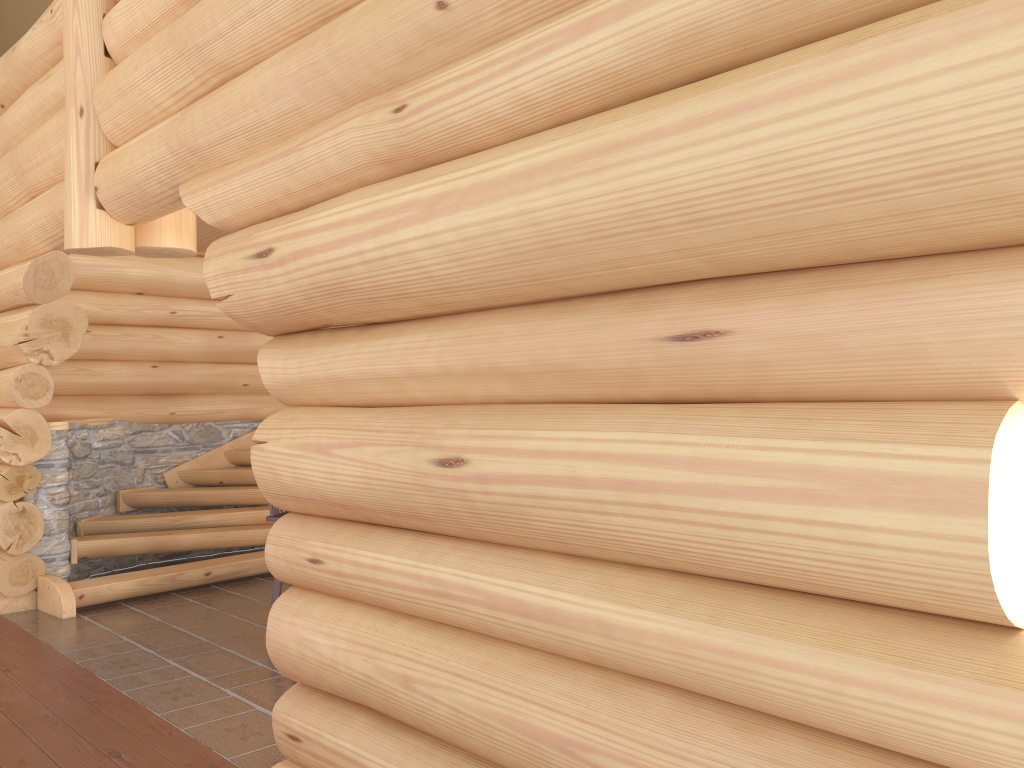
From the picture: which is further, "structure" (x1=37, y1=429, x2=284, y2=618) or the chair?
"structure" (x1=37, y1=429, x2=284, y2=618)

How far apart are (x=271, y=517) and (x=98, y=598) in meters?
2.1 m

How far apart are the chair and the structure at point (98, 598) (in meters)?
1.91

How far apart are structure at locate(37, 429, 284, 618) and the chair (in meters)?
1.91

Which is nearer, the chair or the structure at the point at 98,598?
the chair

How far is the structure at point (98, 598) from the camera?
7.11m

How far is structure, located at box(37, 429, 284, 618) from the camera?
7.1m

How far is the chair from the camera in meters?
6.1

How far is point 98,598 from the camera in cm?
711
